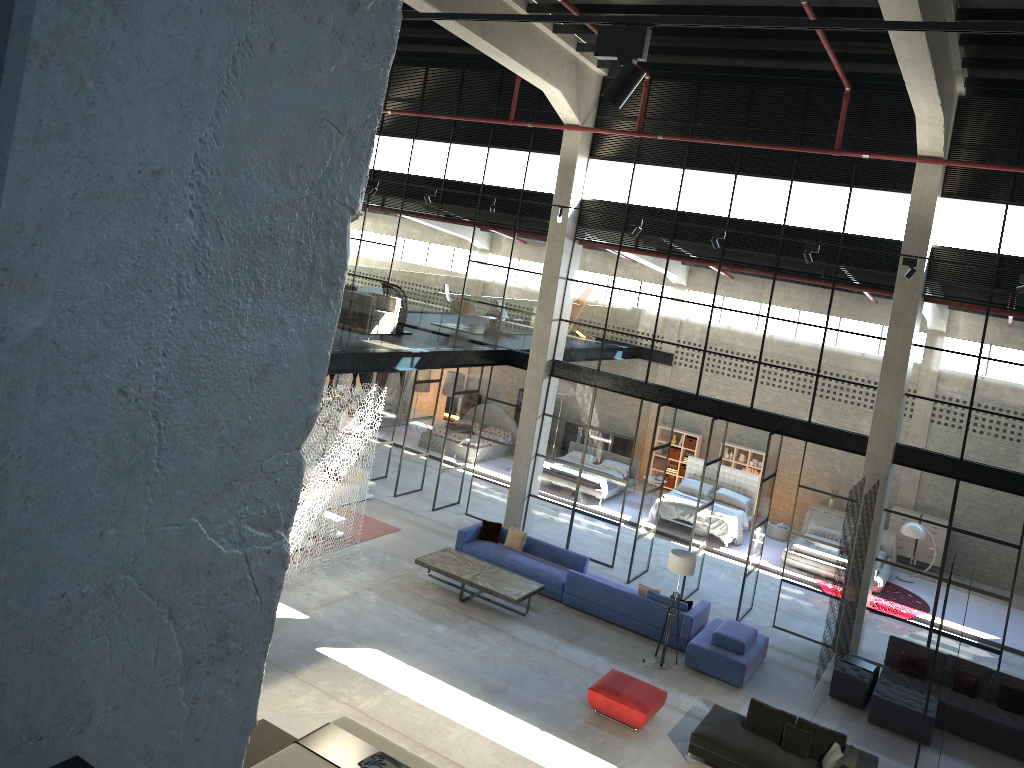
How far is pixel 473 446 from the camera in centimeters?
2451cm

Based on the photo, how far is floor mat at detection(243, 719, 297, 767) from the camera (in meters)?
10.23

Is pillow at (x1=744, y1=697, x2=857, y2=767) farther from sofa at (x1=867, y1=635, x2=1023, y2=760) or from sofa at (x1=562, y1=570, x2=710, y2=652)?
sofa at (x1=562, y1=570, x2=710, y2=652)

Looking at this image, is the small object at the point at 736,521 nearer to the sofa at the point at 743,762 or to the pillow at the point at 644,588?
the pillow at the point at 644,588

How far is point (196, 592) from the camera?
2.01m

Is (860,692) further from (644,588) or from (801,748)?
(644,588)

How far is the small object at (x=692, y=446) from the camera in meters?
25.3

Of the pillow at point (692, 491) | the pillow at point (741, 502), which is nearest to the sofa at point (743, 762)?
the pillow at point (741, 502)

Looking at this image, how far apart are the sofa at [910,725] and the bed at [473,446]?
12.36m

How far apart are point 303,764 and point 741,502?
14.97m
